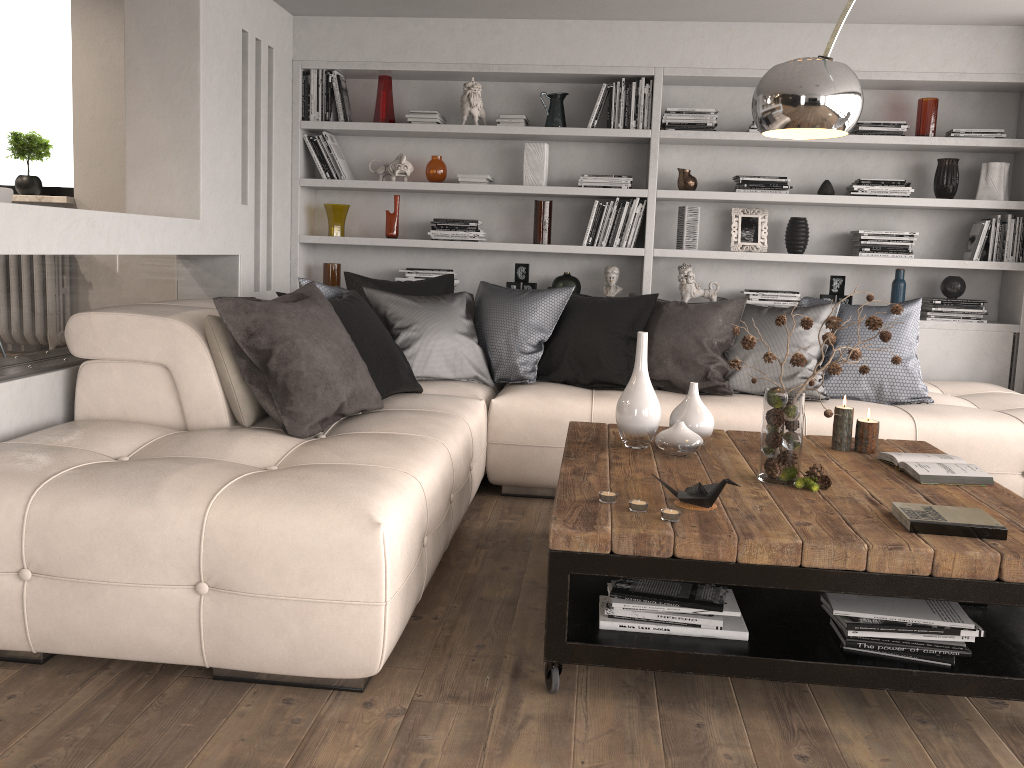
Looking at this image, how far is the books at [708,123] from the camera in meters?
5.1

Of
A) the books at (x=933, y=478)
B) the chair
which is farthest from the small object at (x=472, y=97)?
the books at (x=933, y=478)

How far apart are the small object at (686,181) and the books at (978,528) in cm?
321

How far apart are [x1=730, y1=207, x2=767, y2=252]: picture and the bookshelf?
0.1m

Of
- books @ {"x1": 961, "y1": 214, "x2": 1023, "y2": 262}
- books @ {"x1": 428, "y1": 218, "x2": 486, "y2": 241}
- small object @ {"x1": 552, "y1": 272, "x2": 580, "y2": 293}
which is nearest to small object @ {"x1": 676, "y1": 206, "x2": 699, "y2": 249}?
small object @ {"x1": 552, "y1": 272, "x2": 580, "y2": 293}

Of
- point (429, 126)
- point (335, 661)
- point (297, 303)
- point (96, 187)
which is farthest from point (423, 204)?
point (335, 661)

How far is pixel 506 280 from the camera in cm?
557

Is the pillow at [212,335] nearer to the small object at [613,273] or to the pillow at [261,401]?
the pillow at [261,401]

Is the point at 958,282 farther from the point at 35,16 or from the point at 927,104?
the point at 35,16

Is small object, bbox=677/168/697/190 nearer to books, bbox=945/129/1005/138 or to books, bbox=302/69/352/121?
books, bbox=945/129/1005/138
